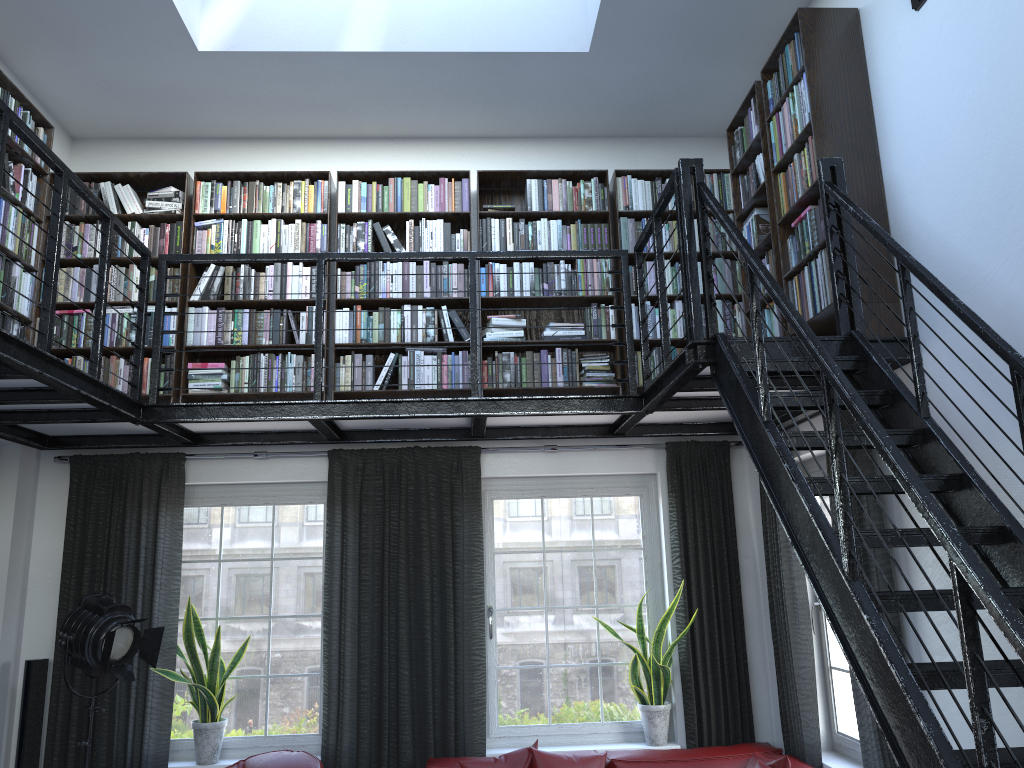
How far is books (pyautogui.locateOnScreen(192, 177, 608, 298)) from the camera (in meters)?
5.53

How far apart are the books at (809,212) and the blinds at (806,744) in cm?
79

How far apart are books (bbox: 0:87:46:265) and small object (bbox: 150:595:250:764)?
2.1m

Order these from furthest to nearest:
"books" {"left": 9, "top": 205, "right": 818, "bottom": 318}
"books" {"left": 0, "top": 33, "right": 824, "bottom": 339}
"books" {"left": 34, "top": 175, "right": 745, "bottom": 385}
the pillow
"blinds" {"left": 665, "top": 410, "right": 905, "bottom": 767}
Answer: "books" {"left": 34, "top": 175, "right": 745, "bottom": 385}, "blinds" {"left": 665, "top": 410, "right": 905, "bottom": 767}, the pillow, "books" {"left": 0, "top": 33, "right": 824, "bottom": 339}, "books" {"left": 9, "top": 205, "right": 818, "bottom": 318}

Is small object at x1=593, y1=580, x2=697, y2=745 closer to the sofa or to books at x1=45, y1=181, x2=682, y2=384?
the sofa

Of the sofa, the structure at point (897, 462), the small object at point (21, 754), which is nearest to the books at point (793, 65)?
the structure at point (897, 462)

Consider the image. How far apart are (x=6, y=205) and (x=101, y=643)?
2.27m

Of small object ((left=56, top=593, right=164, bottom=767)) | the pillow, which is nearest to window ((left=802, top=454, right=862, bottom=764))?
the pillow

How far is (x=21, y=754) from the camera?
4.9m

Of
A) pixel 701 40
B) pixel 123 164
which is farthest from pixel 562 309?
pixel 123 164
